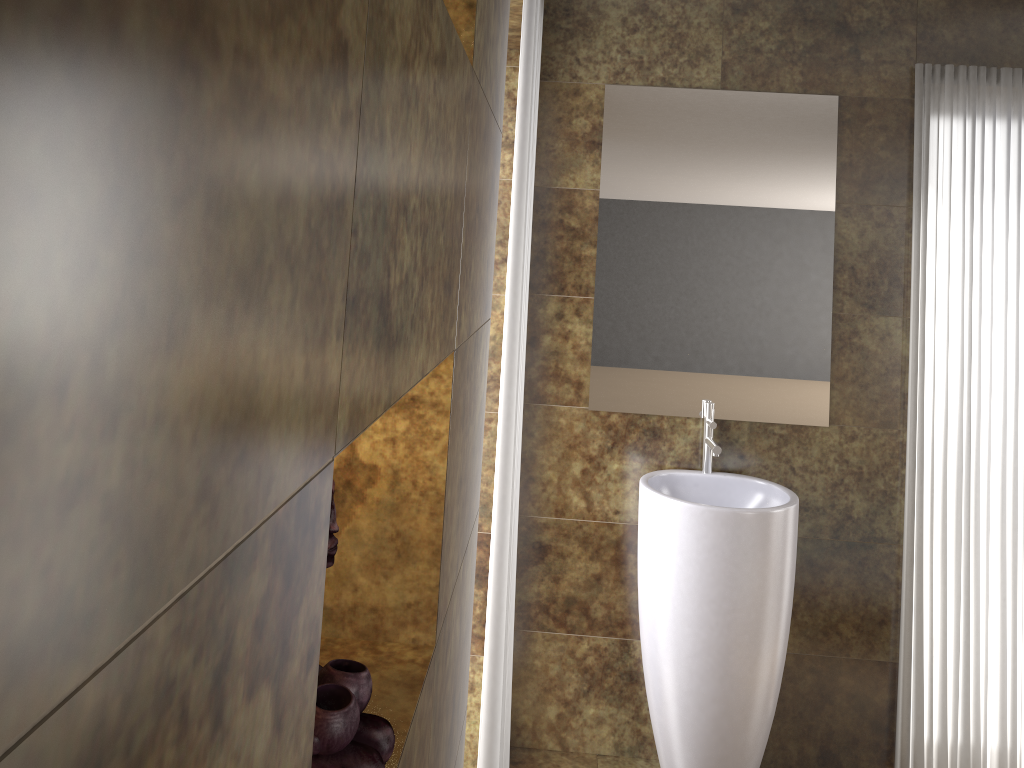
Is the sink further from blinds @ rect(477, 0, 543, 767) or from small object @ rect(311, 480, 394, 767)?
small object @ rect(311, 480, 394, 767)

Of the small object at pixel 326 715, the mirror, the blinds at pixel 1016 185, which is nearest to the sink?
the mirror

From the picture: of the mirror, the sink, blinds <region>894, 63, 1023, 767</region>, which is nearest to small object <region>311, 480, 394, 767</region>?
the sink

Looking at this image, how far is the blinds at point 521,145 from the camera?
1.77m

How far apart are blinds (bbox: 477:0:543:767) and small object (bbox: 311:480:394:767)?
1.0 meters

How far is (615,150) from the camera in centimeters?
278cm

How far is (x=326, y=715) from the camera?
0.80m

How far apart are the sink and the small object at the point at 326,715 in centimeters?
174cm

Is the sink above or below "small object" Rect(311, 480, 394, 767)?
below

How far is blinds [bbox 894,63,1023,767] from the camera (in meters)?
2.72
